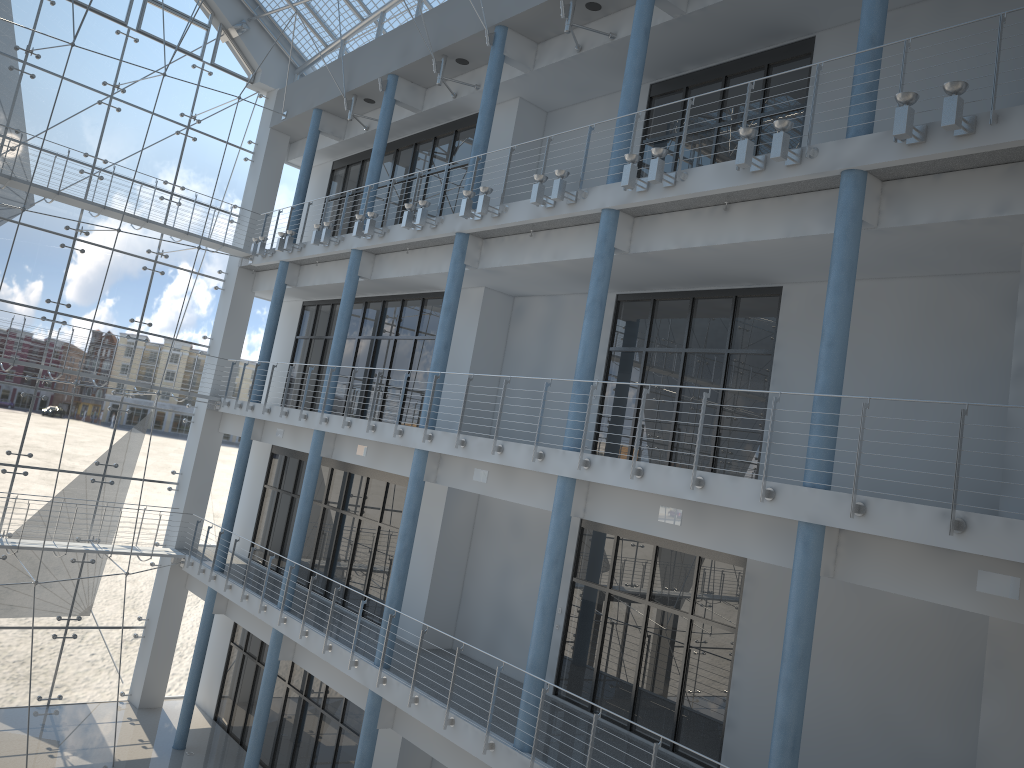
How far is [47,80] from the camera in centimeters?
274cm

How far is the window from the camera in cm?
274

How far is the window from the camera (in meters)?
2.74

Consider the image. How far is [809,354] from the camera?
1.6m
